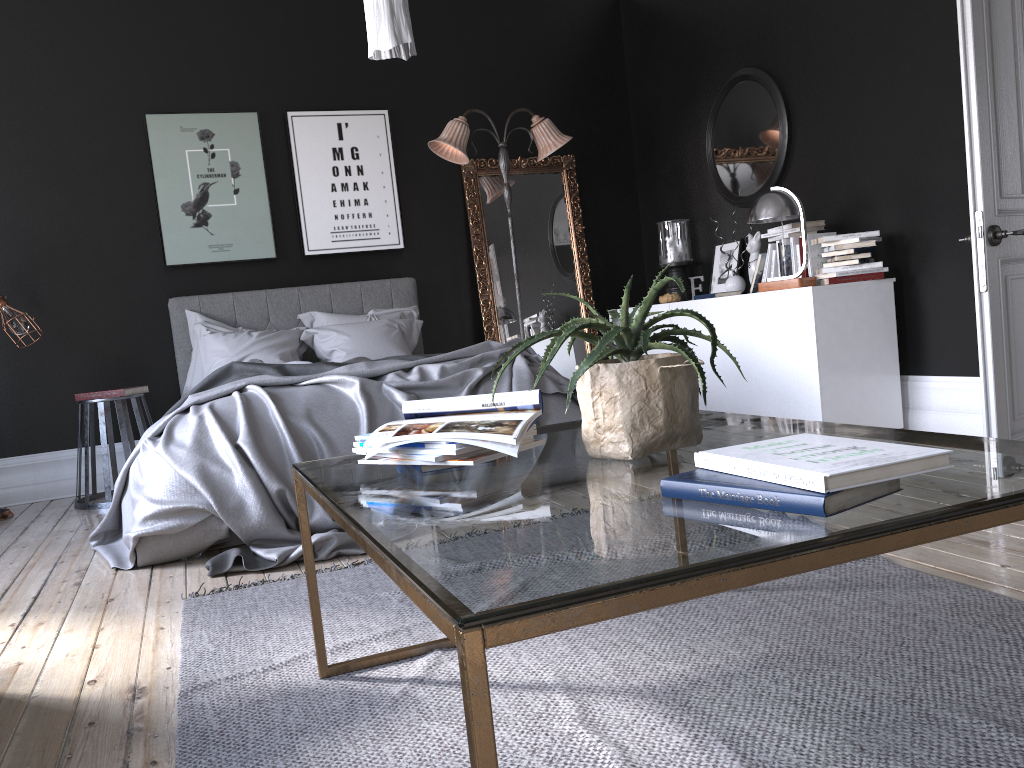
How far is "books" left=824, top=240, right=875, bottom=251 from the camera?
4.9 meters

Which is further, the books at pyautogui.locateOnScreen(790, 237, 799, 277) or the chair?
the chair

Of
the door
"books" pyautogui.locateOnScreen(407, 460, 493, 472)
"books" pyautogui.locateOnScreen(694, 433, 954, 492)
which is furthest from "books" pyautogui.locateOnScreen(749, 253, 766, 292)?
"books" pyautogui.locateOnScreen(694, 433, 954, 492)

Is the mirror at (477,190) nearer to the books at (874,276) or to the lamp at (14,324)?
the books at (874,276)

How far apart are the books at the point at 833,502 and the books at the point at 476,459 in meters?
0.5 m

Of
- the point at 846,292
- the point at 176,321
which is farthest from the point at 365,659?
the point at 176,321

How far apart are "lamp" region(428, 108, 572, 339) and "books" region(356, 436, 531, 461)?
4.77m

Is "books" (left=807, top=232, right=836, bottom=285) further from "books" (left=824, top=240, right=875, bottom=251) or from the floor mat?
the floor mat

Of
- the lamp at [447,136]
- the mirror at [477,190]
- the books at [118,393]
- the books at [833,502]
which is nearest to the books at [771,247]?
the lamp at [447,136]

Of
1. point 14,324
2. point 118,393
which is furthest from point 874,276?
point 14,324
